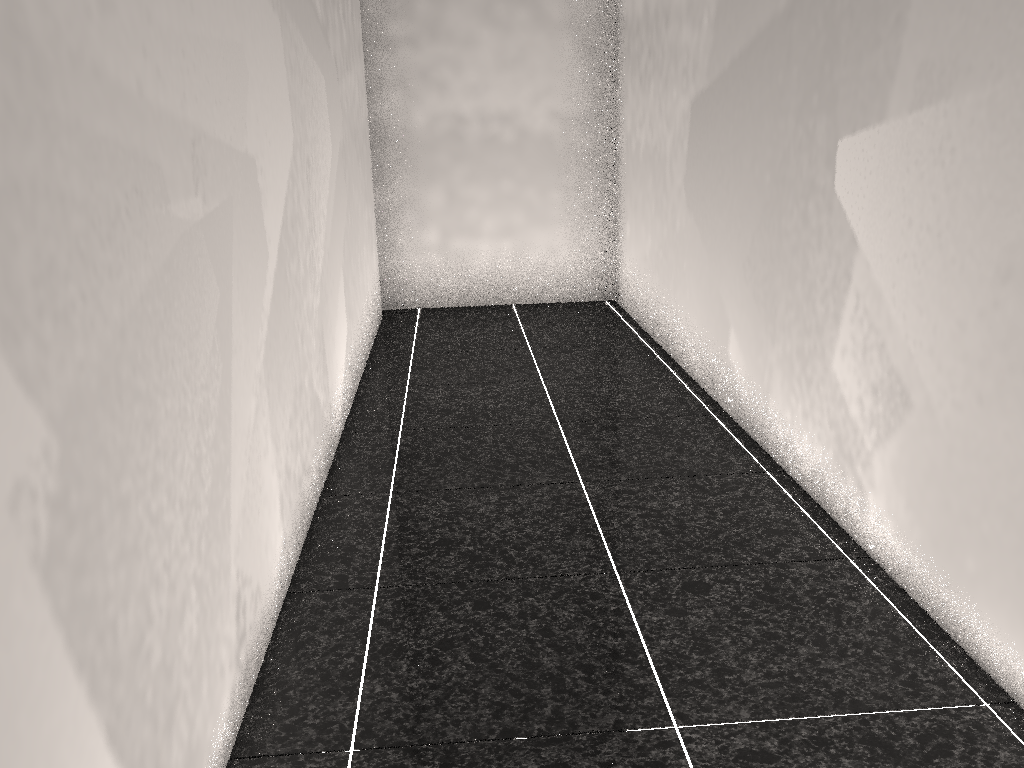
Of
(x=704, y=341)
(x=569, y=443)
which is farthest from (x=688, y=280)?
(x=569, y=443)

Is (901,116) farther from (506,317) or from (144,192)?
(506,317)

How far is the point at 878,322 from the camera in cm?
215
